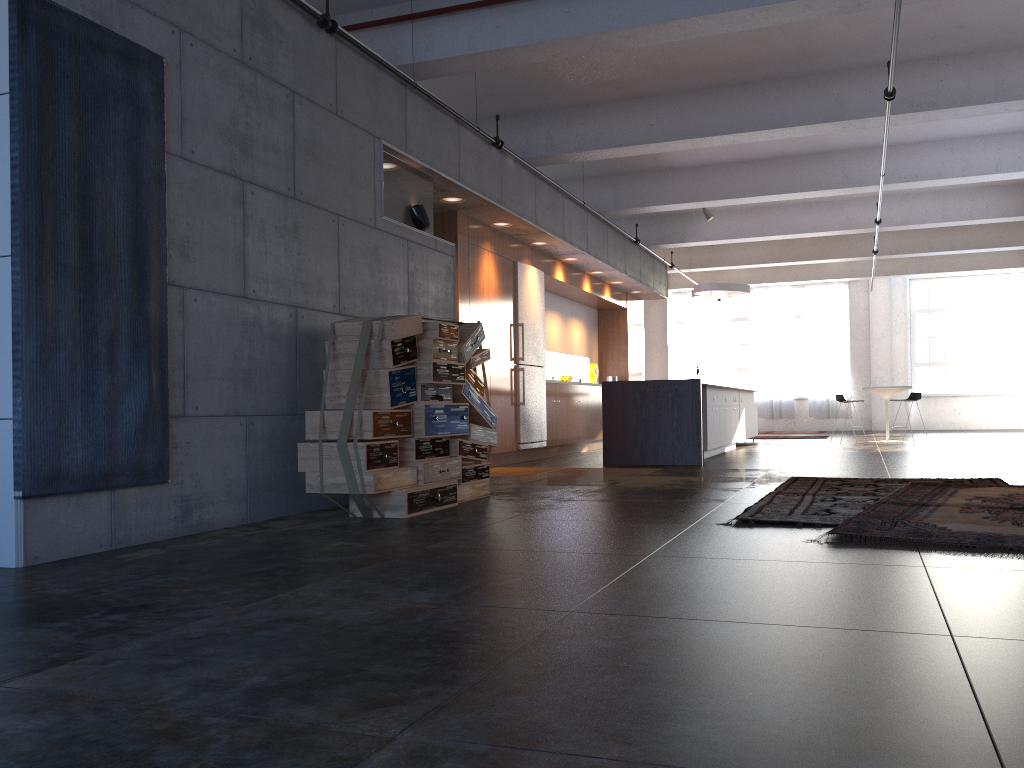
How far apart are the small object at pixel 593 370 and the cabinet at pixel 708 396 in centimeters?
243cm

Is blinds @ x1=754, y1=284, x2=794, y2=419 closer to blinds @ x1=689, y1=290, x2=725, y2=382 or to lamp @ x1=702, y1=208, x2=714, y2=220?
blinds @ x1=689, y1=290, x2=725, y2=382

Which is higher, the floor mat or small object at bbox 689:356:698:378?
small object at bbox 689:356:698:378

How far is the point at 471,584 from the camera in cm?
326

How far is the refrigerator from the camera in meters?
10.7

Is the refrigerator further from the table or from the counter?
the table

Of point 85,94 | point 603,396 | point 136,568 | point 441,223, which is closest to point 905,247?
point 603,396

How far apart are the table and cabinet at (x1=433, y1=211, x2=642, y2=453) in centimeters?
405cm

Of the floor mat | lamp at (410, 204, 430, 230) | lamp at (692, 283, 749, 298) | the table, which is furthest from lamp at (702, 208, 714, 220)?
the floor mat

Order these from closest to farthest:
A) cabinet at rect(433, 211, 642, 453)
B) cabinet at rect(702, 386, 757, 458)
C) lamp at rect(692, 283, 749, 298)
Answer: cabinet at rect(433, 211, 642, 453), cabinet at rect(702, 386, 757, 458), lamp at rect(692, 283, 749, 298)
